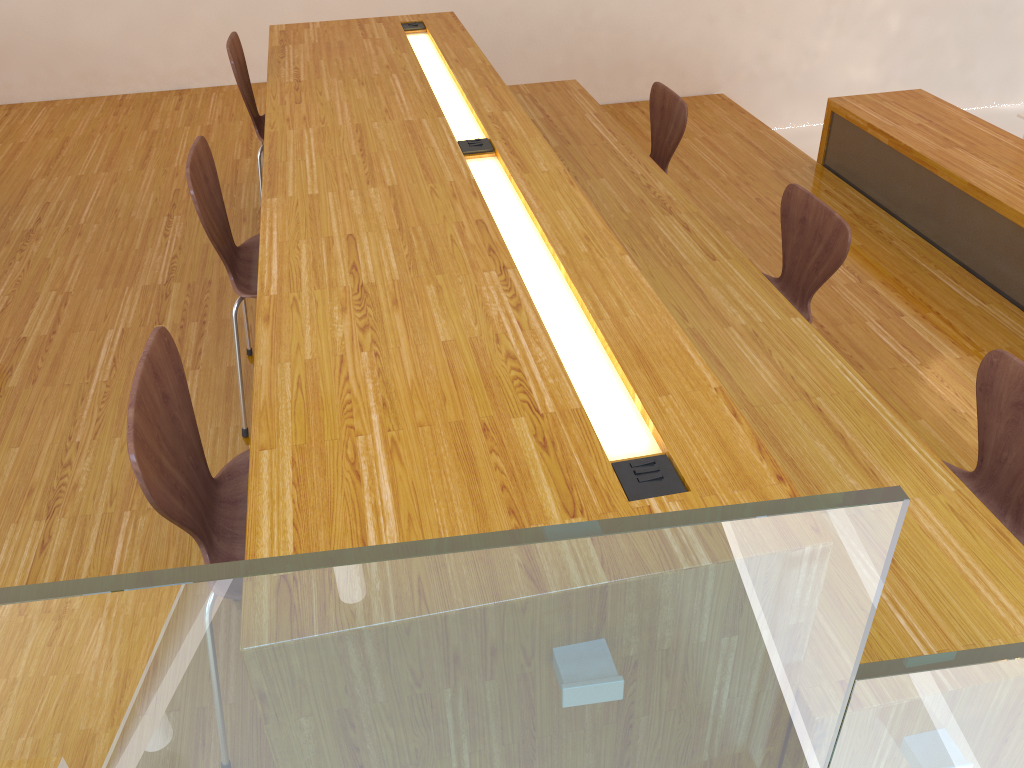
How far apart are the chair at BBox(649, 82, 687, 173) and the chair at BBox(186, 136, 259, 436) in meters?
1.7

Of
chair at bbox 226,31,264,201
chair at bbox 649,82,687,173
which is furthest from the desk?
chair at bbox 649,82,687,173

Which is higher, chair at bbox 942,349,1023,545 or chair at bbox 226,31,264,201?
chair at bbox 226,31,264,201

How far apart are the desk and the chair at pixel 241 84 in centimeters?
11cm

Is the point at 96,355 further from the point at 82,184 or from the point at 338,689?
the point at 338,689

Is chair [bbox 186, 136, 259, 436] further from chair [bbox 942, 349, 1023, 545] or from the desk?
chair [bbox 942, 349, 1023, 545]

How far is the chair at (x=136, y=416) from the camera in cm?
129

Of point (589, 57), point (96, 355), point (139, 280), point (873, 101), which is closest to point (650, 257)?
point (96, 355)

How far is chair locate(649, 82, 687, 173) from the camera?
3.4 meters

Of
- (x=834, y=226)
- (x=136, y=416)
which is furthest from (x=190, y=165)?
(x=834, y=226)
